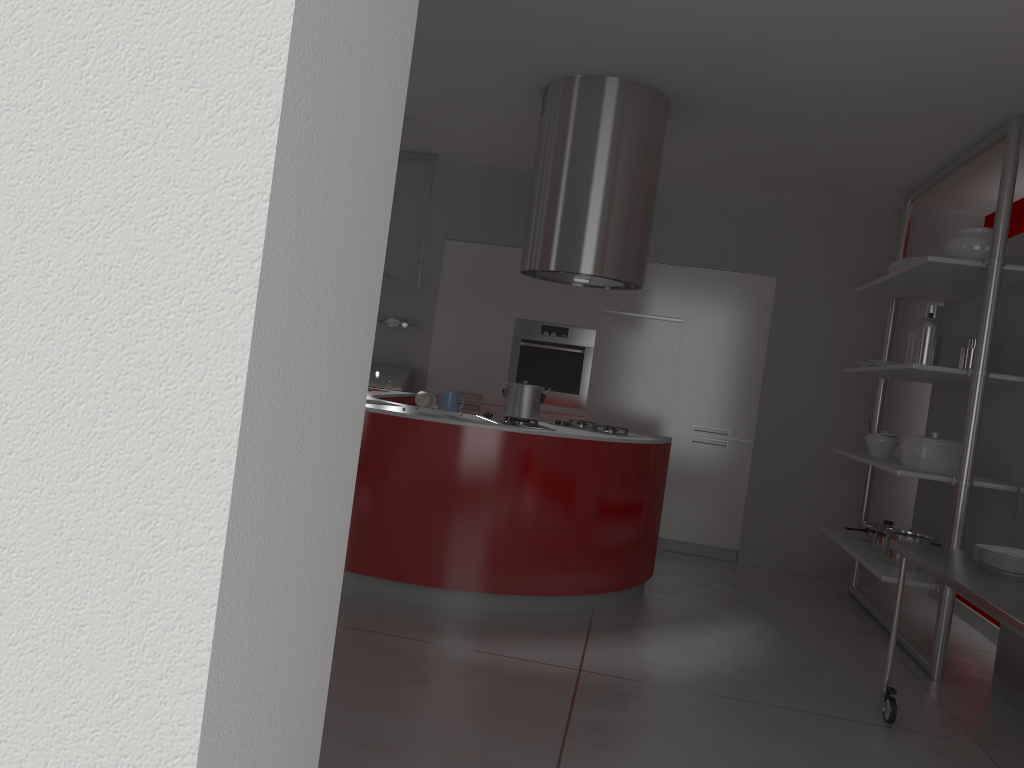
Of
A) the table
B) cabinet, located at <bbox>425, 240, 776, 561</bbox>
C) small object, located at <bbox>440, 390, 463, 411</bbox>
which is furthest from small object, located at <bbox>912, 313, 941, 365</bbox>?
small object, located at <bbox>440, 390, 463, 411</bbox>

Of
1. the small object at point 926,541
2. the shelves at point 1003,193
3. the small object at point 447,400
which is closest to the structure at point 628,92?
the small object at point 447,400

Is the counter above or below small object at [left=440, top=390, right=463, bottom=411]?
below

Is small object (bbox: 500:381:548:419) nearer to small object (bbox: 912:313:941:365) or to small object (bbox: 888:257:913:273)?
small object (bbox: 912:313:941:365)

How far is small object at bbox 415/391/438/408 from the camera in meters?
4.3

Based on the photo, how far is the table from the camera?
2.5m

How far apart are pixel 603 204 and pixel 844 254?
2.7m

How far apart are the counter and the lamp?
0.6m

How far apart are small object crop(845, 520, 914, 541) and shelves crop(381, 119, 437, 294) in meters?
3.3 m

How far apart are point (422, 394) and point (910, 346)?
2.6m
